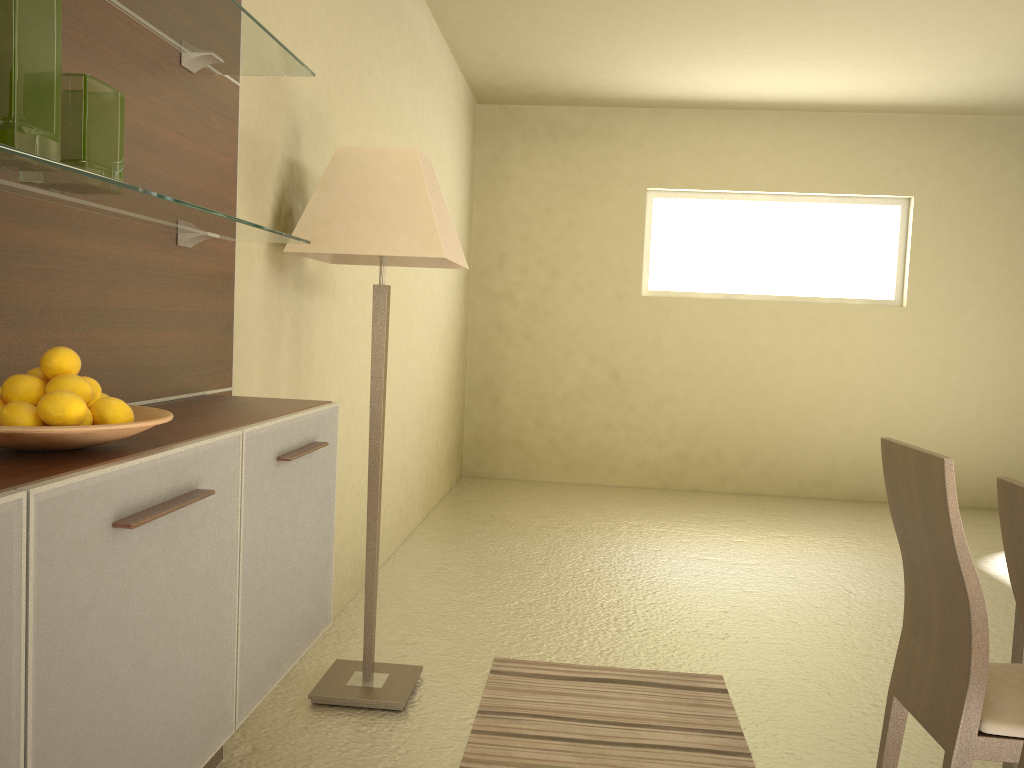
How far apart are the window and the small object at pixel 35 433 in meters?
6.0 m

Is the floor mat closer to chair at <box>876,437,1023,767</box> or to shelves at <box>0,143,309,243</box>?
chair at <box>876,437,1023,767</box>

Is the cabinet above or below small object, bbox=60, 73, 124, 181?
below

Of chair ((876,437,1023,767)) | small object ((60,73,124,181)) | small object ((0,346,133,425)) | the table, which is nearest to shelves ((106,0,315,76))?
small object ((60,73,124,181))

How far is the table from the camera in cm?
236

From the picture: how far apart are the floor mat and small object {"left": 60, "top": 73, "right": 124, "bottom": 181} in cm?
185

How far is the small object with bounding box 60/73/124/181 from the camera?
1.3m

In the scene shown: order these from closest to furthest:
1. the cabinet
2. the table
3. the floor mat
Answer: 1. the cabinet
2. the table
3. the floor mat

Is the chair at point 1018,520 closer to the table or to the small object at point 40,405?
the table

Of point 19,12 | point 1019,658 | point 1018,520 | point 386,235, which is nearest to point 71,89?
point 19,12
